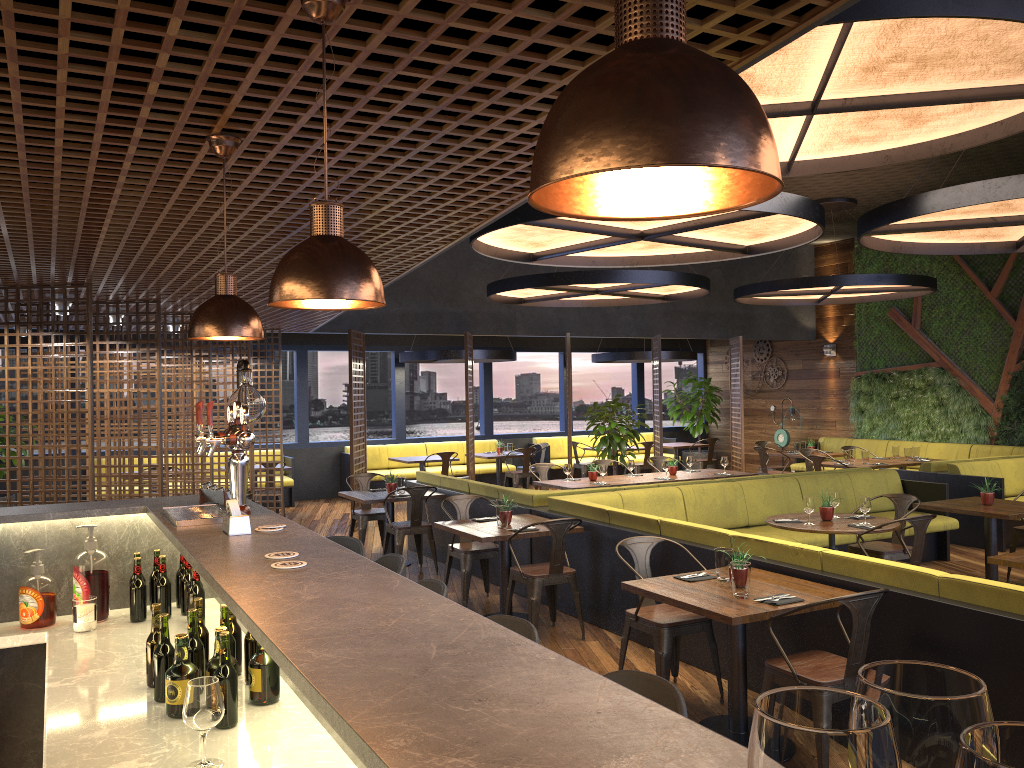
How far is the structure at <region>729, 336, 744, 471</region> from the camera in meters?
15.1

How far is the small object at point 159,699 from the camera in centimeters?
259cm

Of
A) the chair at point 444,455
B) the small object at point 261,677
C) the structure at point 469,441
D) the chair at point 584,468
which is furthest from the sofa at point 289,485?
the small object at point 261,677

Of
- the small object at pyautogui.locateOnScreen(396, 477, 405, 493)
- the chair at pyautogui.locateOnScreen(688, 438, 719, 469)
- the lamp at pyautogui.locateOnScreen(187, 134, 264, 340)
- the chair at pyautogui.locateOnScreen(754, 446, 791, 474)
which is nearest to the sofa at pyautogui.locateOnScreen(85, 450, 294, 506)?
the small object at pyautogui.locateOnScreen(396, 477, 405, 493)

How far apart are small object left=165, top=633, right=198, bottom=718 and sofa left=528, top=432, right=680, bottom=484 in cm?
1428

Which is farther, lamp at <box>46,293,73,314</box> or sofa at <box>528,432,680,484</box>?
sofa at <box>528,432,680,484</box>

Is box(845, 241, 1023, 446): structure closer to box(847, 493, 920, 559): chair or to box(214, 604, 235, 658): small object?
box(847, 493, 920, 559): chair

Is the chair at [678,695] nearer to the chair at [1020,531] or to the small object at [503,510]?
the small object at [503,510]

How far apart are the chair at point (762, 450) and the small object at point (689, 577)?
9.02m

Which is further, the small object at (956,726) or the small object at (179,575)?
the small object at (179,575)
